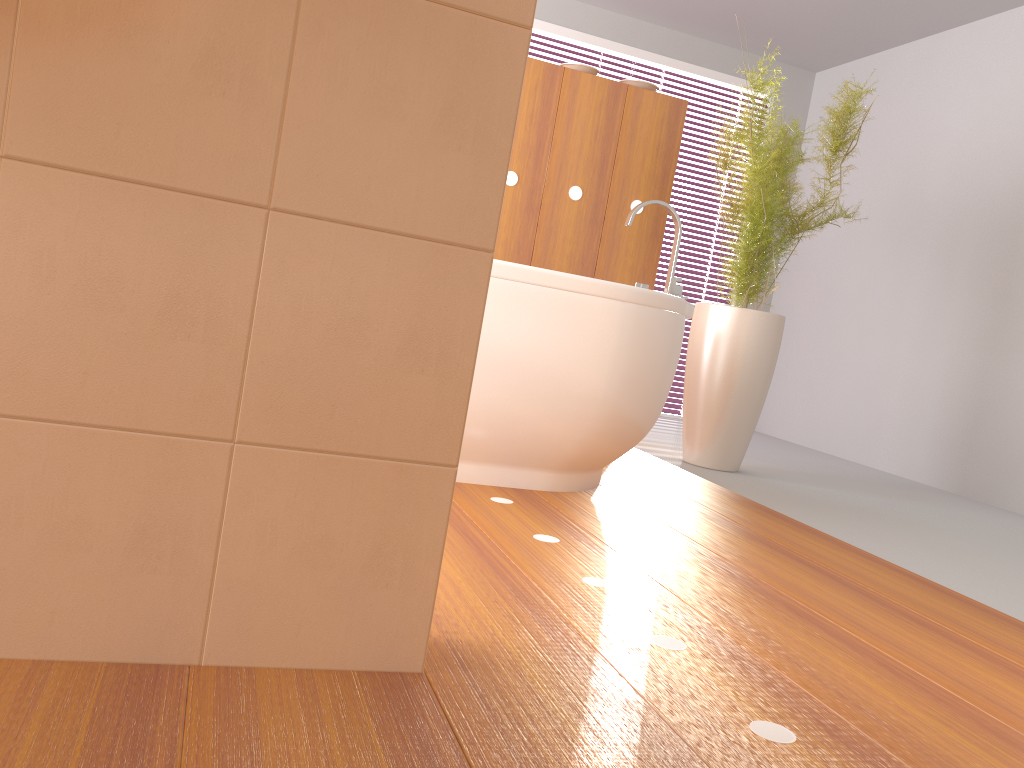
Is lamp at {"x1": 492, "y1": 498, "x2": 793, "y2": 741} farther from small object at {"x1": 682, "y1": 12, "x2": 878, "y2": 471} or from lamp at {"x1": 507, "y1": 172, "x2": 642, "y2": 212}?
lamp at {"x1": 507, "y1": 172, "x2": 642, "y2": 212}

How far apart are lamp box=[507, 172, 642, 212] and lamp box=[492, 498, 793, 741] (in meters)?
2.19

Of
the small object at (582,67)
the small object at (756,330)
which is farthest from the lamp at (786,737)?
the small object at (582,67)

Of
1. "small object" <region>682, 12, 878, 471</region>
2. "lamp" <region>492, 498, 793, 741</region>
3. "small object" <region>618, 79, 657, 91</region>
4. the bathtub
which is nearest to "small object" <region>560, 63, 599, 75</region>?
"small object" <region>618, 79, 657, 91</region>

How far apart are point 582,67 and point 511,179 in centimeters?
56cm

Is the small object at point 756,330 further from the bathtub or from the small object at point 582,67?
the small object at point 582,67

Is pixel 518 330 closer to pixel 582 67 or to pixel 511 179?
pixel 511 179

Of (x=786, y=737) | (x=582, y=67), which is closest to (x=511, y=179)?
(x=582, y=67)

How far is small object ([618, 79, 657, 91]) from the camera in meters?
3.7

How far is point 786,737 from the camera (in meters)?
1.11
